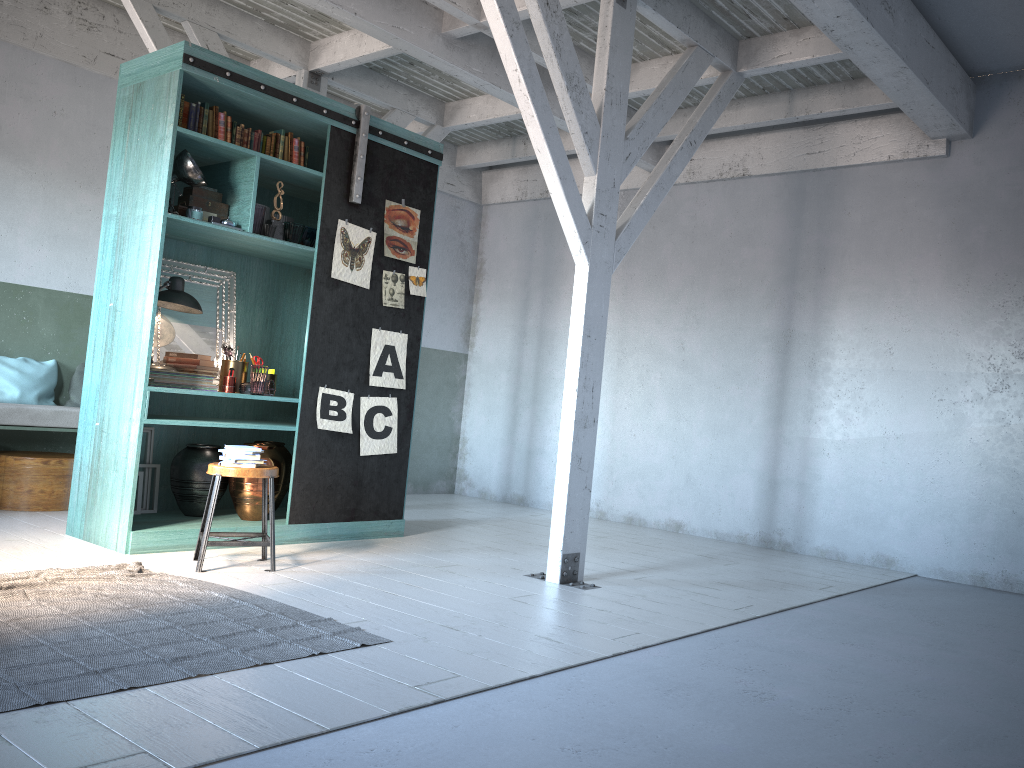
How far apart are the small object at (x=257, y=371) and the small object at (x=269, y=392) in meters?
0.1 m

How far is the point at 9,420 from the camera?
7.3 meters

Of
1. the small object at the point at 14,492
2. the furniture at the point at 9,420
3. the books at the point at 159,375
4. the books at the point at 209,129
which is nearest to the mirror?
the books at the point at 159,375

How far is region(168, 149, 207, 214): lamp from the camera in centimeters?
621cm

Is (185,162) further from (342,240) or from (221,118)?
(342,240)

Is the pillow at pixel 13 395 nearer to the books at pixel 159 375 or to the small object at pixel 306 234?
the books at pixel 159 375

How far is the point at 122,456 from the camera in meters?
6.2

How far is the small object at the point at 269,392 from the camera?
6.8 meters

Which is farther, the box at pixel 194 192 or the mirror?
the mirror

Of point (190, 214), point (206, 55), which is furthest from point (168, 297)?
point (206, 55)
